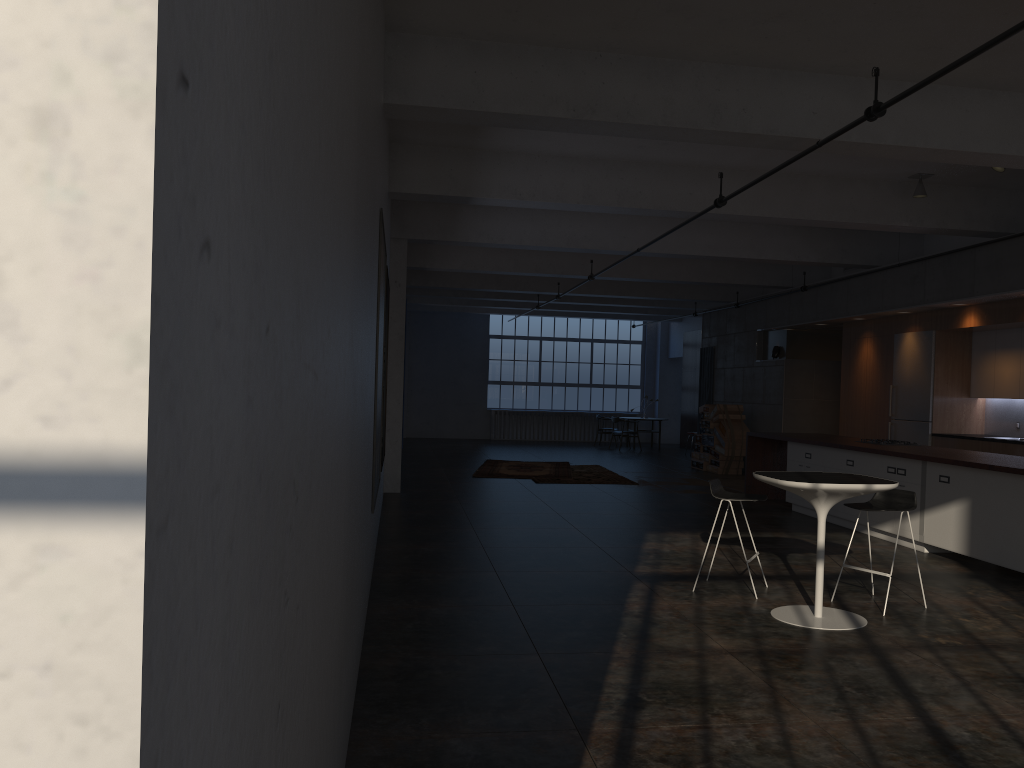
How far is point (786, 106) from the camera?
6.7m

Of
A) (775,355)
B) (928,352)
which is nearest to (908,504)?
(928,352)

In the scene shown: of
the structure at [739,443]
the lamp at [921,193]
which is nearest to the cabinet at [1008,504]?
the lamp at [921,193]

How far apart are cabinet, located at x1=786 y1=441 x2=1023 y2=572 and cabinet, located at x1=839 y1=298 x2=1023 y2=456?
2.06m

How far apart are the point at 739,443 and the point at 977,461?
8.5 meters

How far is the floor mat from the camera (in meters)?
15.03

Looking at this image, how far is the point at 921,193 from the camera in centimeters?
963cm

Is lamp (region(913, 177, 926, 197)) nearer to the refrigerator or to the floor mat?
the refrigerator

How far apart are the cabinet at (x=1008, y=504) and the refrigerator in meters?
2.0

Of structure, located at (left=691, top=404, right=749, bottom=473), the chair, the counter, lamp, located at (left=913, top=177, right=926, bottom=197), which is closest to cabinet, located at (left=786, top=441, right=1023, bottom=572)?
the counter
